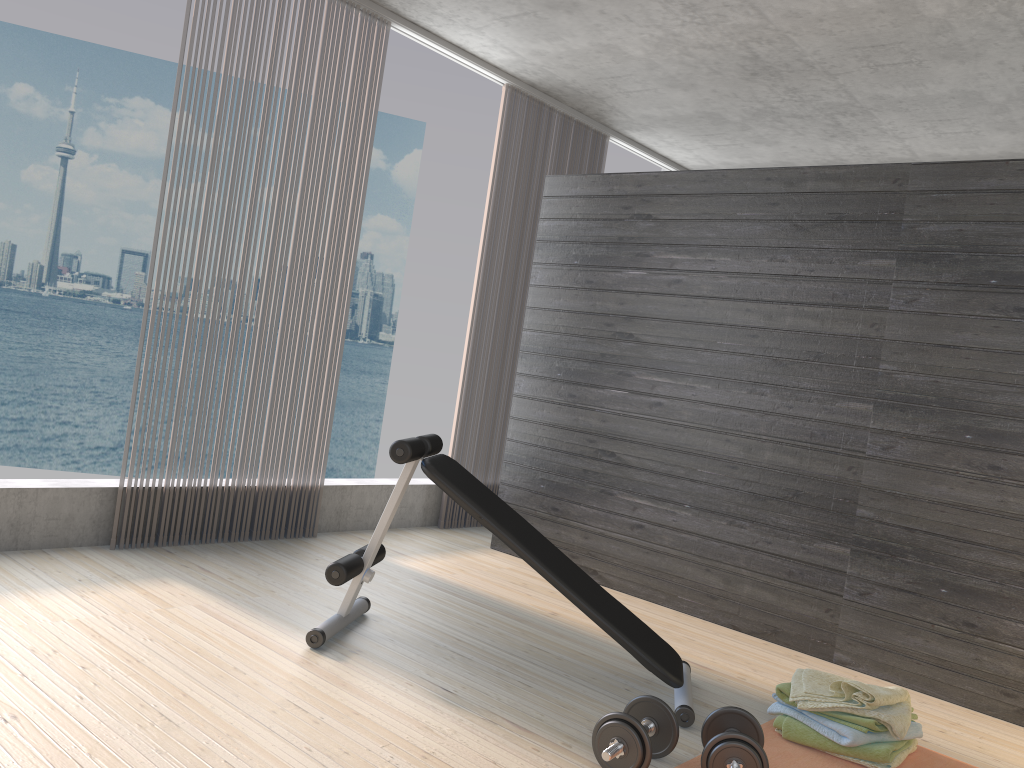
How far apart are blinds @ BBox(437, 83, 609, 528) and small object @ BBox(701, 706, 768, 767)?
3.03m

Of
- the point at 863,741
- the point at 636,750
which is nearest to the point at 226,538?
the point at 636,750

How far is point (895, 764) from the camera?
2.7 meters

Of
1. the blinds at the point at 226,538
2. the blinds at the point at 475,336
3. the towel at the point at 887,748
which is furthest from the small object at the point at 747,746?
the blinds at the point at 475,336

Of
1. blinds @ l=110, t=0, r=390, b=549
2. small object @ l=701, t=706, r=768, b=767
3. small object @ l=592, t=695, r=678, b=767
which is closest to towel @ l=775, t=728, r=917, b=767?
small object @ l=701, t=706, r=768, b=767

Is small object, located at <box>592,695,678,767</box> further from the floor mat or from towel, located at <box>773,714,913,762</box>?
towel, located at <box>773,714,913,762</box>

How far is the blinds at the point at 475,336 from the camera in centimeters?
541cm

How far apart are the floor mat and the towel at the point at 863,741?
0.0m

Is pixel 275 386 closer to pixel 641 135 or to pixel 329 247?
pixel 329 247

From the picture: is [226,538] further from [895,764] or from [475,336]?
[895,764]
